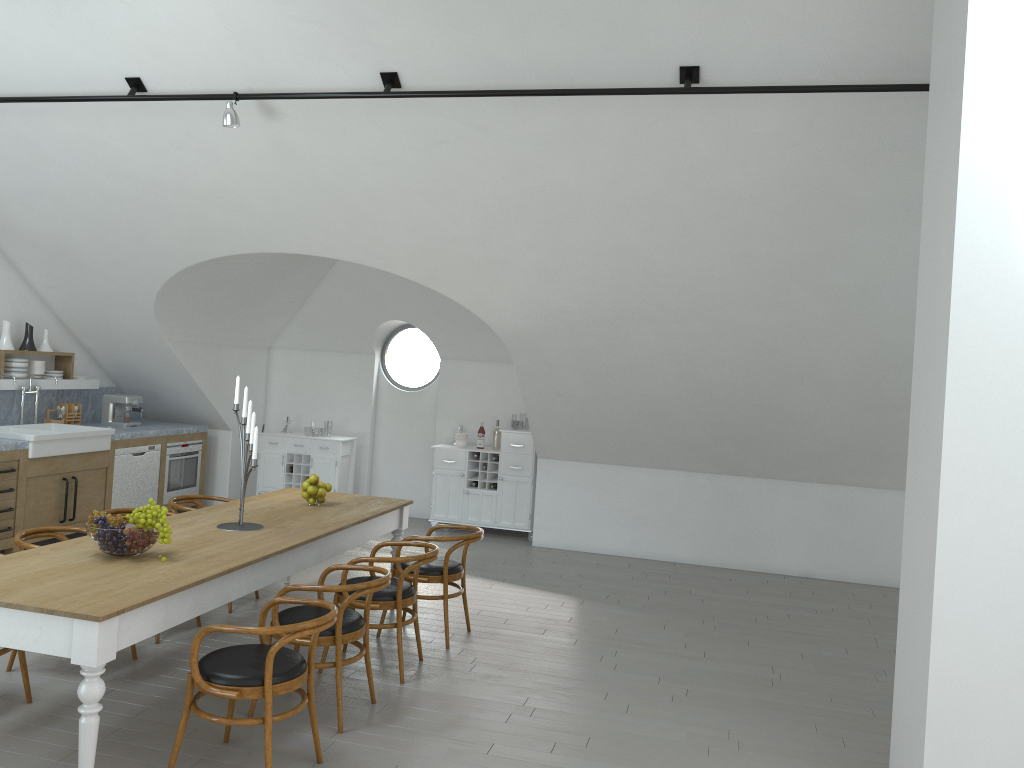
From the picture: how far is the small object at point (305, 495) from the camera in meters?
6.0 m

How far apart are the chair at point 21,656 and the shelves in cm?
433

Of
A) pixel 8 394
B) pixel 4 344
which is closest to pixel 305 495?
pixel 4 344

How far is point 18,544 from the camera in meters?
4.8

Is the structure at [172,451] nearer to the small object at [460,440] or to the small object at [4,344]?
the small object at [4,344]

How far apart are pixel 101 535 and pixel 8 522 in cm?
379

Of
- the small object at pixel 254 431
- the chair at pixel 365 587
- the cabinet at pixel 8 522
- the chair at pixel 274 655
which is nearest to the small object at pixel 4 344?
Result: the cabinet at pixel 8 522

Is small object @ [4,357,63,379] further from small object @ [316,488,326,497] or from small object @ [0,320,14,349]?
small object @ [316,488,326,497]

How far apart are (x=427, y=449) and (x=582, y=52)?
6.0m

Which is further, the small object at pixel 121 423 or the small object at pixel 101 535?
the small object at pixel 121 423
